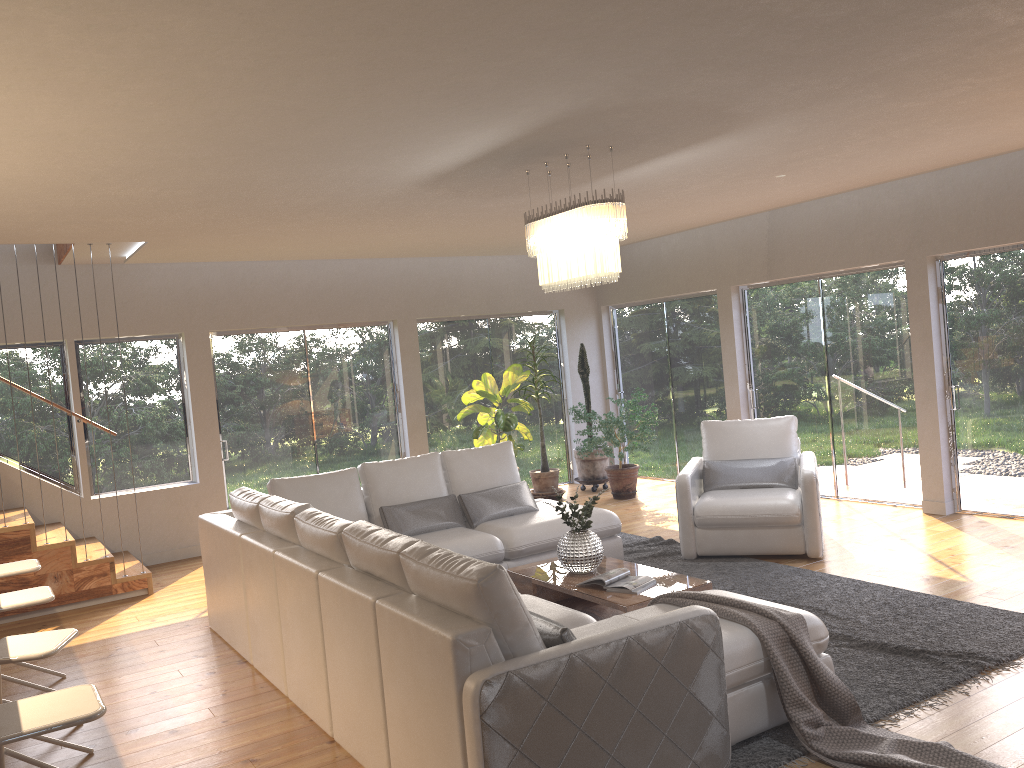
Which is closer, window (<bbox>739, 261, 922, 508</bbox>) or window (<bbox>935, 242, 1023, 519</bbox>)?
window (<bbox>935, 242, 1023, 519</bbox>)

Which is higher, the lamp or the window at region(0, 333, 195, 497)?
the lamp

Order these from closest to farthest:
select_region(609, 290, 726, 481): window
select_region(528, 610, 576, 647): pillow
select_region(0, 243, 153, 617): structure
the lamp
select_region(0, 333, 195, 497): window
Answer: select_region(528, 610, 576, 647): pillow < the lamp < select_region(0, 243, 153, 617): structure < select_region(0, 333, 195, 497): window < select_region(609, 290, 726, 481): window

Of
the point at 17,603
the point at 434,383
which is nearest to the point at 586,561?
the point at 17,603

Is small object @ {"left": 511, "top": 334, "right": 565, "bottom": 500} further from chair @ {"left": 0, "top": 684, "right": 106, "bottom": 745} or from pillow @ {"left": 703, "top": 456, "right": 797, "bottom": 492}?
chair @ {"left": 0, "top": 684, "right": 106, "bottom": 745}

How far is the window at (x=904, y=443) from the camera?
7.7 meters

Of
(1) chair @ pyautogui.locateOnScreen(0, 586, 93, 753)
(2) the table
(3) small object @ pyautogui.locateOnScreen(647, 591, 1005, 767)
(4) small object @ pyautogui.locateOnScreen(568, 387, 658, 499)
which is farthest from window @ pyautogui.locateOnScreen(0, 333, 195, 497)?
(3) small object @ pyautogui.locateOnScreen(647, 591, 1005, 767)

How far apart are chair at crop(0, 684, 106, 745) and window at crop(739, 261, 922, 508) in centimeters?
686cm

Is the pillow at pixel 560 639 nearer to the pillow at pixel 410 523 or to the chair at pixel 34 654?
the chair at pixel 34 654

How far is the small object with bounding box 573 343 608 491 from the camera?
10.0m
